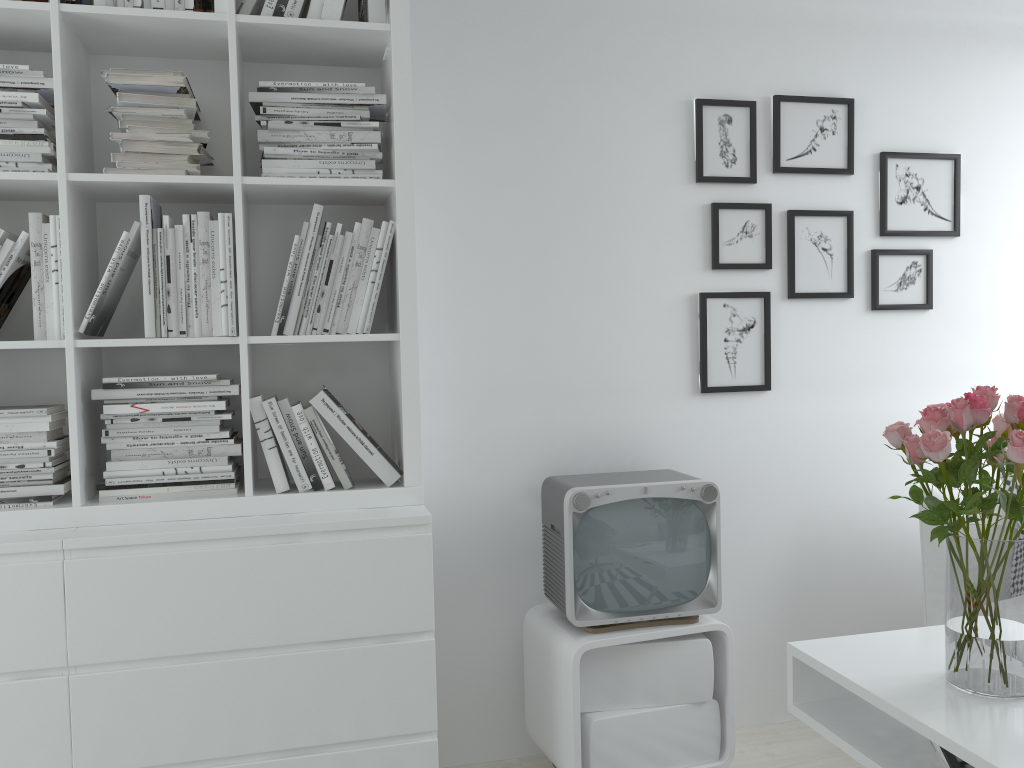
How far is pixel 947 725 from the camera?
1.6 meters

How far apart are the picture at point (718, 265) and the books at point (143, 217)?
1.57m

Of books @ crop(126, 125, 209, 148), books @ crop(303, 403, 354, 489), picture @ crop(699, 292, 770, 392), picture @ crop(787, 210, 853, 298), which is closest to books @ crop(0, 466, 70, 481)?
books @ crop(303, 403, 354, 489)

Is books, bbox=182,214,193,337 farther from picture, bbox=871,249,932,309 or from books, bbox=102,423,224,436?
picture, bbox=871,249,932,309

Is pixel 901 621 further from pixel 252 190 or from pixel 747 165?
pixel 252 190

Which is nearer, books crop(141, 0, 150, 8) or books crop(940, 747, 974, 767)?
books crop(940, 747, 974, 767)

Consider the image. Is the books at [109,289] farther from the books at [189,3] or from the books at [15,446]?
the books at [189,3]

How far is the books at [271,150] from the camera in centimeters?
215cm

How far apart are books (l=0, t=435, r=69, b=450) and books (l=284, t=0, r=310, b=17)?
1.15m

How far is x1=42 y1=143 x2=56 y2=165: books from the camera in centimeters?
206cm
